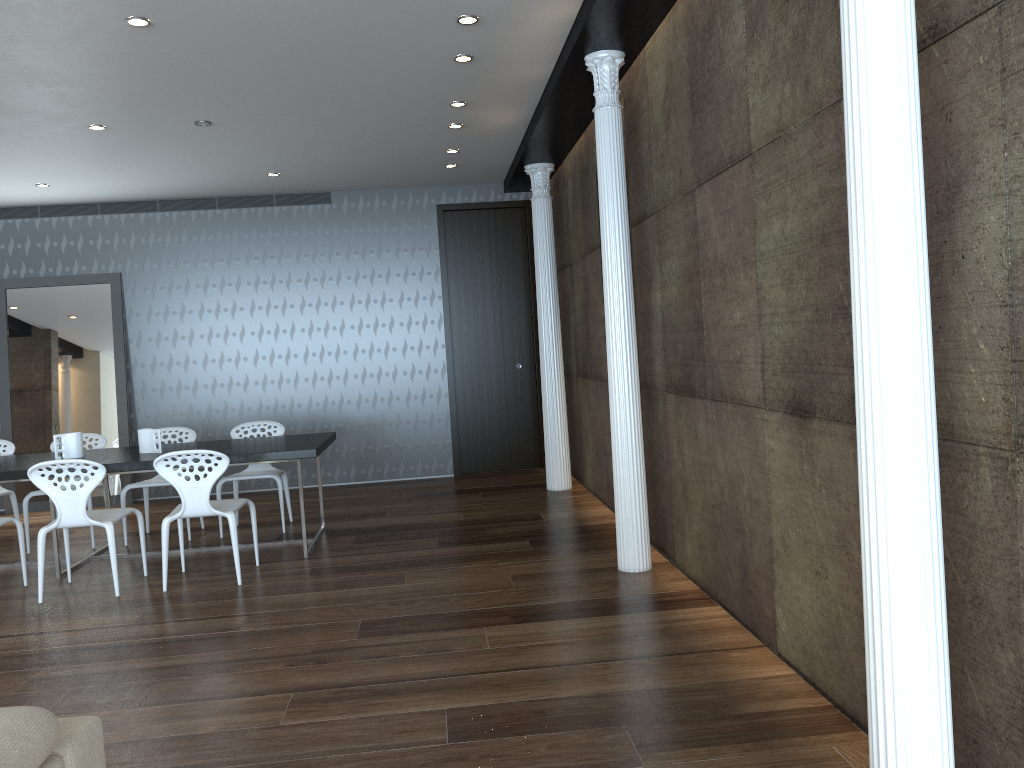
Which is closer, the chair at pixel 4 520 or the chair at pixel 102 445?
the chair at pixel 4 520

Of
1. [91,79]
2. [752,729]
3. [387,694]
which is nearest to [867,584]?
[752,729]

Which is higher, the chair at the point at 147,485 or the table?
the table

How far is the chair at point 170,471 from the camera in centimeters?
521cm

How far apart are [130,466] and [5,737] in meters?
4.4

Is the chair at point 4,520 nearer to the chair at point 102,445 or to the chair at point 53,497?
the chair at point 53,497

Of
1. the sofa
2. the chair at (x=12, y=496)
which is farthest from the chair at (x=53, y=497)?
the sofa

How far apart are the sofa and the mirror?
7.4 meters

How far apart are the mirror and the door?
3.2 meters

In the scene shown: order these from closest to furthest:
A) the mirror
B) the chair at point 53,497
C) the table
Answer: the chair at point 53,497 < the table < the mirror
